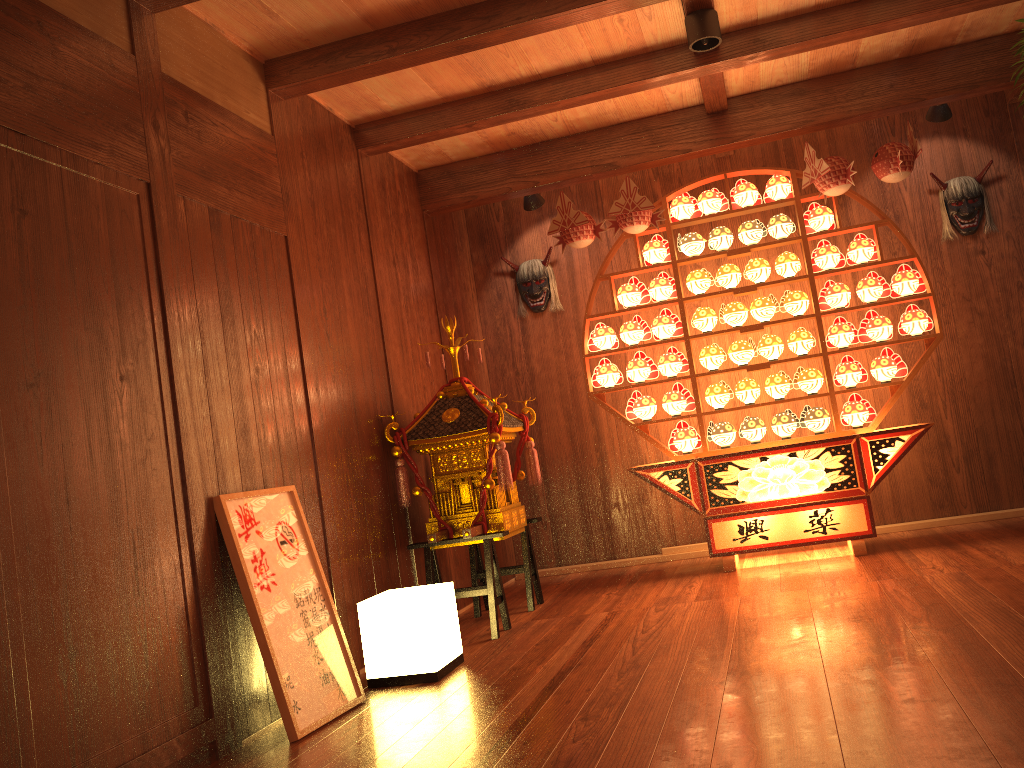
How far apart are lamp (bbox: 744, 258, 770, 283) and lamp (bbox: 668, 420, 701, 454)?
0.90m

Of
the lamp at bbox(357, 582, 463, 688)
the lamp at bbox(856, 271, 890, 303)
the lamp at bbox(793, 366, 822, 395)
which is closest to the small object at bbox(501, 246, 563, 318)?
the lamp at bbox(793, 366, 822, 395)

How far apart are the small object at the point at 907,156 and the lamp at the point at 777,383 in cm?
113

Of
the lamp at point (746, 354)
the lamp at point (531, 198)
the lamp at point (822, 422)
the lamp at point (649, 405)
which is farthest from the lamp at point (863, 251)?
the lamp at point (531, 198)

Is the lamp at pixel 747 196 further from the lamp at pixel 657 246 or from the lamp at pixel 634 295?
the lamp at pixel 634 295

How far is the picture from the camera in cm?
283

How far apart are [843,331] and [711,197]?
1.0 meters

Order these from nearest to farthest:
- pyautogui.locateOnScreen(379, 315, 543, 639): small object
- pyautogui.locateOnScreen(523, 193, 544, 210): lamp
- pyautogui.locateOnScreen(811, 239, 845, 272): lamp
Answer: pyautogui.locateOnScreen(379, 315, 543, 639): small object
pyautogui.locateOnScreen(811, 239, 845, 272): lamp
pyautogui.locateOnScreen(523, 193, 544, 210): lamp

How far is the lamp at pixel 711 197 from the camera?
4.95m

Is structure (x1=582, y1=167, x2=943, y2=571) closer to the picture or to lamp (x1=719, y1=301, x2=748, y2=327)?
lamp (x1=719, y1=301, x2=748, y2=327)
